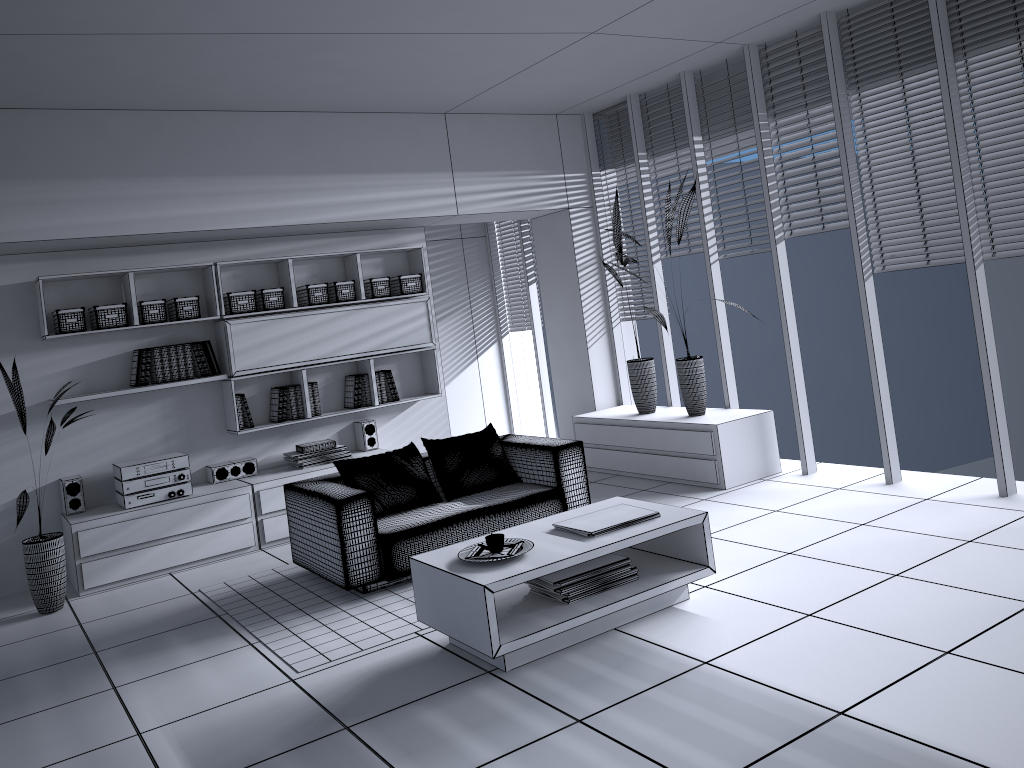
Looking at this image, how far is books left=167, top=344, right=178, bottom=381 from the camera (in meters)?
6.20

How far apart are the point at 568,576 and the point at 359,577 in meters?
1.4 m

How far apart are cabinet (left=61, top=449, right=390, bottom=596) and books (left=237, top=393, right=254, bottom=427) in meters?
0.4 m

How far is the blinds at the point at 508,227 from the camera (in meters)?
9.19

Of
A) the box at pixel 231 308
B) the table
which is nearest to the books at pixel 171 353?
the box at pixel 231 308

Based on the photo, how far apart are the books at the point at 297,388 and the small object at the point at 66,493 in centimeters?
157cm

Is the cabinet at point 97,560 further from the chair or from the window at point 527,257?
the window at point 527,257

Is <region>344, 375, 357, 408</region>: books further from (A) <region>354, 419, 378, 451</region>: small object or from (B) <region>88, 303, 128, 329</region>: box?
(B) <region>88, 303, 128, 329</region>: box

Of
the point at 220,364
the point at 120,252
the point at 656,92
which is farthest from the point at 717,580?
the point at 120,252

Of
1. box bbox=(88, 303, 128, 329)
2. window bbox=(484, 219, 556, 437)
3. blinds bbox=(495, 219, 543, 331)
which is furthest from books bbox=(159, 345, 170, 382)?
blinds bbox=(495, 219, 543, 331)
